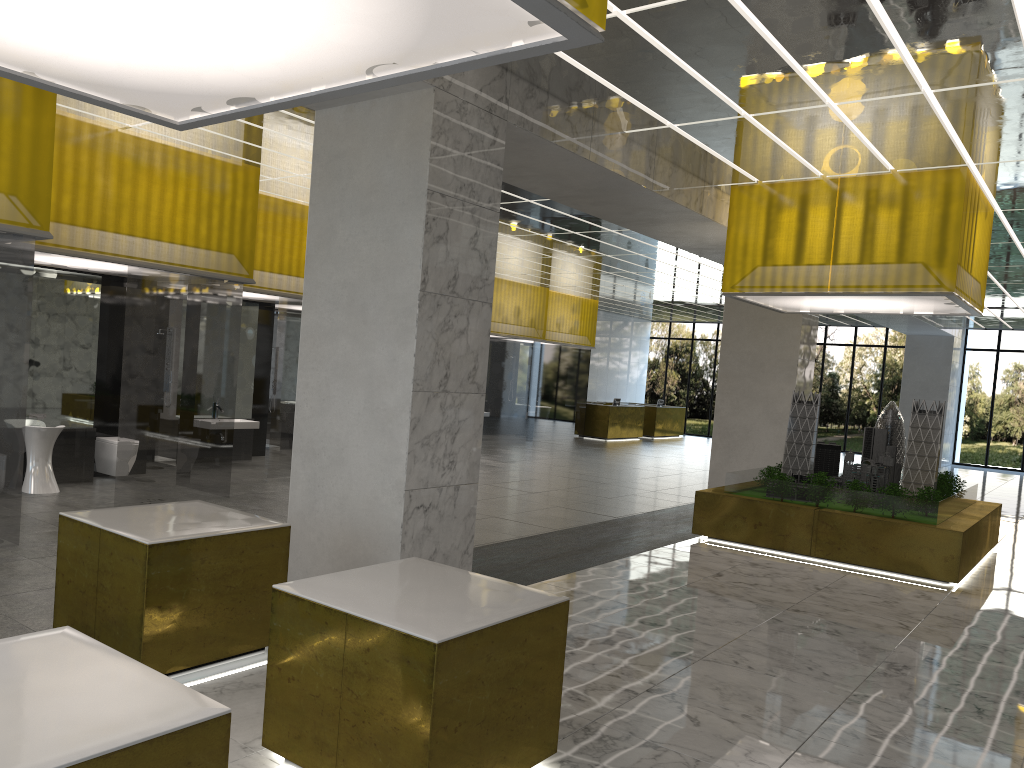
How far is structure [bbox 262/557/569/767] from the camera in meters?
4.7

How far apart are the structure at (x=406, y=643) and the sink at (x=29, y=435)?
9.3m

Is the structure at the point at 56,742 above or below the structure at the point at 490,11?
below

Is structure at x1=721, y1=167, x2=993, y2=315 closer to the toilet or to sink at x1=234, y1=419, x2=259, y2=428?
sink at x1=234, y1=419, x2=259, y2=428

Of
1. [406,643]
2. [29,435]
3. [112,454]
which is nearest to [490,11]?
[406,643]

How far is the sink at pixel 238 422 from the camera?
18.5 meters

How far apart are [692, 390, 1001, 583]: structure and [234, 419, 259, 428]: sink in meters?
9.5

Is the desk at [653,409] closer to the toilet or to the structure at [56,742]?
the toilet

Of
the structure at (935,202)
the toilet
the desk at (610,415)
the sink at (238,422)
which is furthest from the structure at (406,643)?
the desk at (610,415)

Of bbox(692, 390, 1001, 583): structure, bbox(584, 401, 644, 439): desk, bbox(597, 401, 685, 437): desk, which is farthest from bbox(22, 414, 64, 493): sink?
bbox(597, 401, 685, 437): desk
